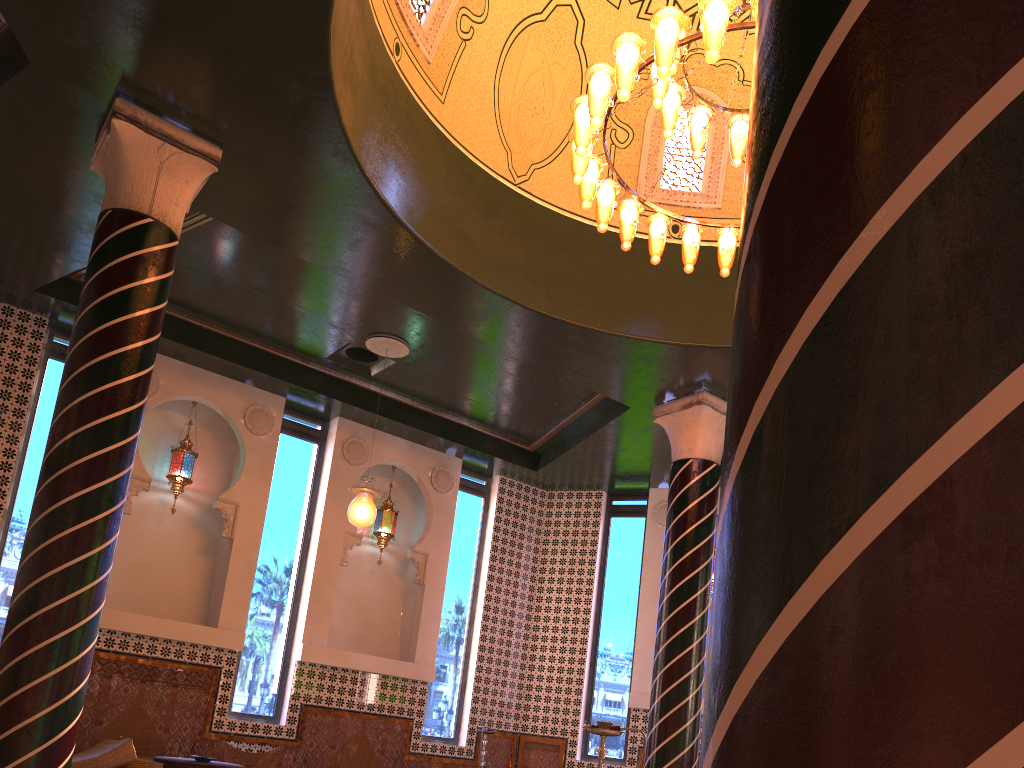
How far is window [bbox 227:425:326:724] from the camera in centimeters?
1078cm

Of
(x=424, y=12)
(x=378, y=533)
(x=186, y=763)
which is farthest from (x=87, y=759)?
(x=424, y=12)

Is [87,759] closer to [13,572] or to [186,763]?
[186,763]

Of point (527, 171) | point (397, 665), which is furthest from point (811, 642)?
point (397, 665)

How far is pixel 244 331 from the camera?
10.7 meters

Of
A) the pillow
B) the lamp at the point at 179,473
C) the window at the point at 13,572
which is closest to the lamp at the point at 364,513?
the lamp at the point at 179,473

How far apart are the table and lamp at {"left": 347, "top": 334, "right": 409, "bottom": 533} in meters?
2.8

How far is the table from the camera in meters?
7.4

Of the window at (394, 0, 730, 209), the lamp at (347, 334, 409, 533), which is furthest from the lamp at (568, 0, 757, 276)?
the lamp at (347, 334, 409, 533)

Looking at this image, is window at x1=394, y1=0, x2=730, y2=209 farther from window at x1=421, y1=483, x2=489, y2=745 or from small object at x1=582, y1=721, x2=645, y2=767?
small object at x1=582, y1=721, x2=645, y2=767
